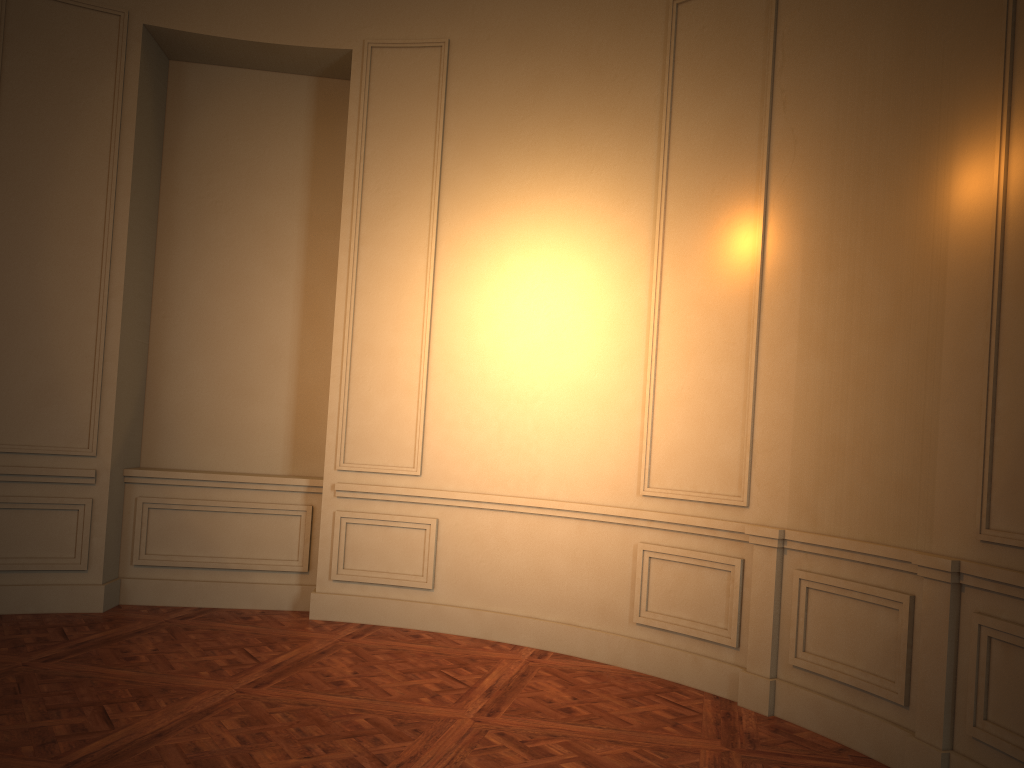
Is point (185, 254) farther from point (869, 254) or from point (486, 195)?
point (869, 254)
